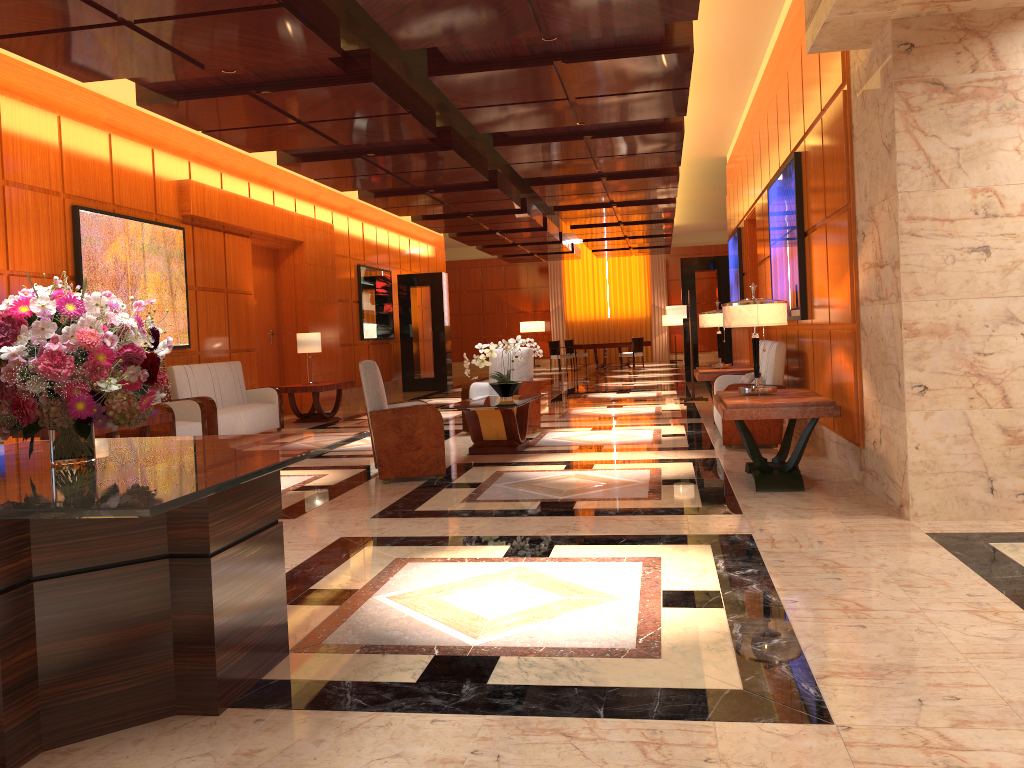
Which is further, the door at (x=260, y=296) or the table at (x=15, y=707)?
the door at (x=260, y=296)

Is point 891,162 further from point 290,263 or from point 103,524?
point 290,263

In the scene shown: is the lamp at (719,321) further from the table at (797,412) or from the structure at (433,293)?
the structure at (433,293)

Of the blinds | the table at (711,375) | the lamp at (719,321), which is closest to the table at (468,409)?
the table at (711,375)

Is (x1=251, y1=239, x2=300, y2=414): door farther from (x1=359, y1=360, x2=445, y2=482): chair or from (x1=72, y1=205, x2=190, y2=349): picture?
(x1=359, y1=360, x2=445, y2=482): chair

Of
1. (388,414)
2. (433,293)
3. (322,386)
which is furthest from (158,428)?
(433,293)

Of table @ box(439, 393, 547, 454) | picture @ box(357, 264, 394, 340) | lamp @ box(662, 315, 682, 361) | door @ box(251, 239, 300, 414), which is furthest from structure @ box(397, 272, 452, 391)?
lamp @ box(662, 315, 682, 361)

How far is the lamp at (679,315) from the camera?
13.07m

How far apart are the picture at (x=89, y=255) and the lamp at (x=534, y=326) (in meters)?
18.82

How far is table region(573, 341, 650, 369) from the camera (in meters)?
24.42
